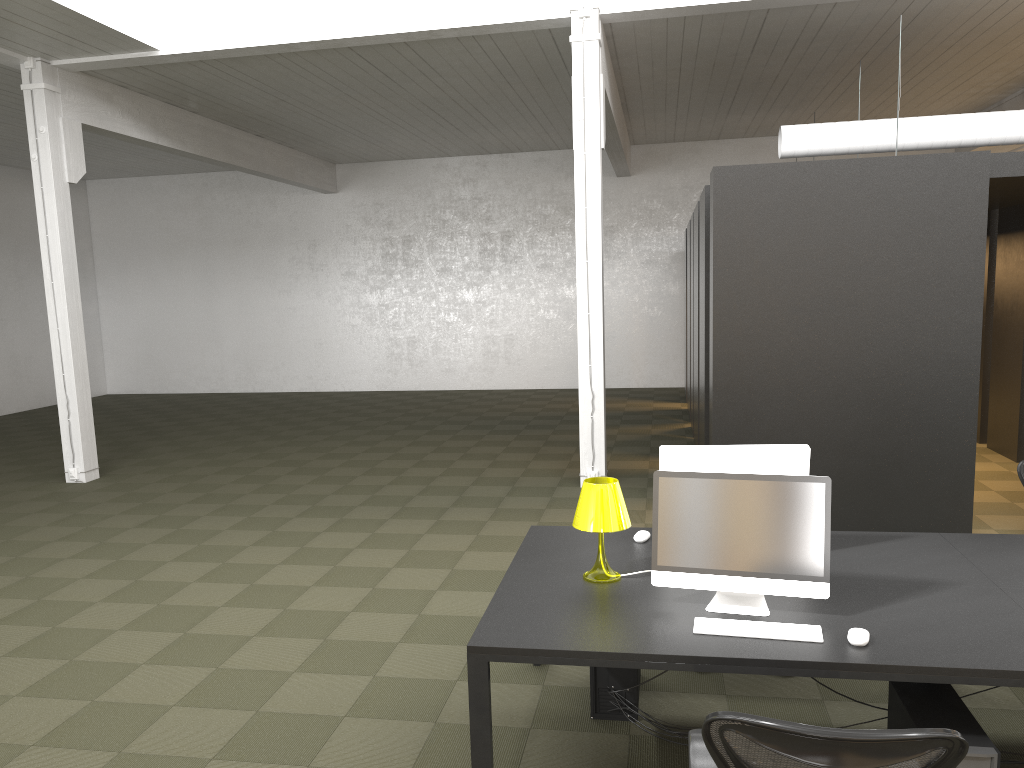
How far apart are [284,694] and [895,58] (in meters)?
10.25

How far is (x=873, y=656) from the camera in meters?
2.9 m

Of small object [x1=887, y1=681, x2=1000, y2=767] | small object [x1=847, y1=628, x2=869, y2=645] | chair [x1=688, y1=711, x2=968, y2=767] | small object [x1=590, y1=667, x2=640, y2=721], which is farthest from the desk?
small object [x1=590, y1=667, x2=640, y2=721]

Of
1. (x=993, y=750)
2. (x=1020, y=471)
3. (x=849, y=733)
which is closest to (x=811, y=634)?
(x=993, y=750)

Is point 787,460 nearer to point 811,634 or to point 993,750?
point 811,634

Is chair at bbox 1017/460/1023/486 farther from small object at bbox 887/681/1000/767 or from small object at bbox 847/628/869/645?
small object at bbox 847/628/869/645

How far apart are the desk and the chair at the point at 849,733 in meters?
0.4 m

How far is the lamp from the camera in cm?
366

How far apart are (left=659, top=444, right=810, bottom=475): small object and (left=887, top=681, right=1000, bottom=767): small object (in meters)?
0.94

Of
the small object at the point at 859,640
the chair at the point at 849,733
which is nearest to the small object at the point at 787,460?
the small object at the point at 859,640
